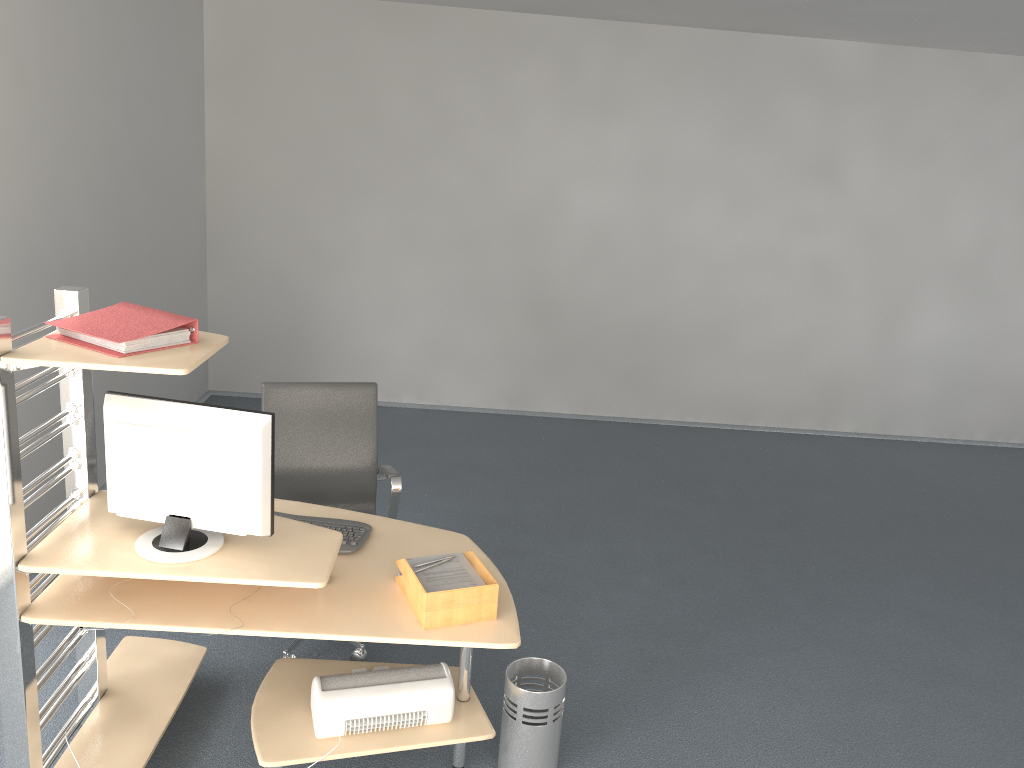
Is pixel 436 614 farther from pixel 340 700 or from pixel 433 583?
pixel 340 700

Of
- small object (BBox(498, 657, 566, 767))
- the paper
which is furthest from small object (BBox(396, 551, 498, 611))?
small object (BBox(498, 657, 566, 767))

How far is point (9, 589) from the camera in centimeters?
243cm

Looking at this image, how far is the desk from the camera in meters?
2.4

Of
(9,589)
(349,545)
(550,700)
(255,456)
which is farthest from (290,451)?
(550,700)

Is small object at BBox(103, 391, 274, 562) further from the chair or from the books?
the chair

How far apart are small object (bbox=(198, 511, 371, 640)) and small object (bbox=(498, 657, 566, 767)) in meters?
0.7 m

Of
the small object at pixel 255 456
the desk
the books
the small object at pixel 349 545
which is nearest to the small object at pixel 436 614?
the desk

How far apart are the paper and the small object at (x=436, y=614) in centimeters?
5cm

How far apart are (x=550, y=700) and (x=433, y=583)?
0.6 meters
